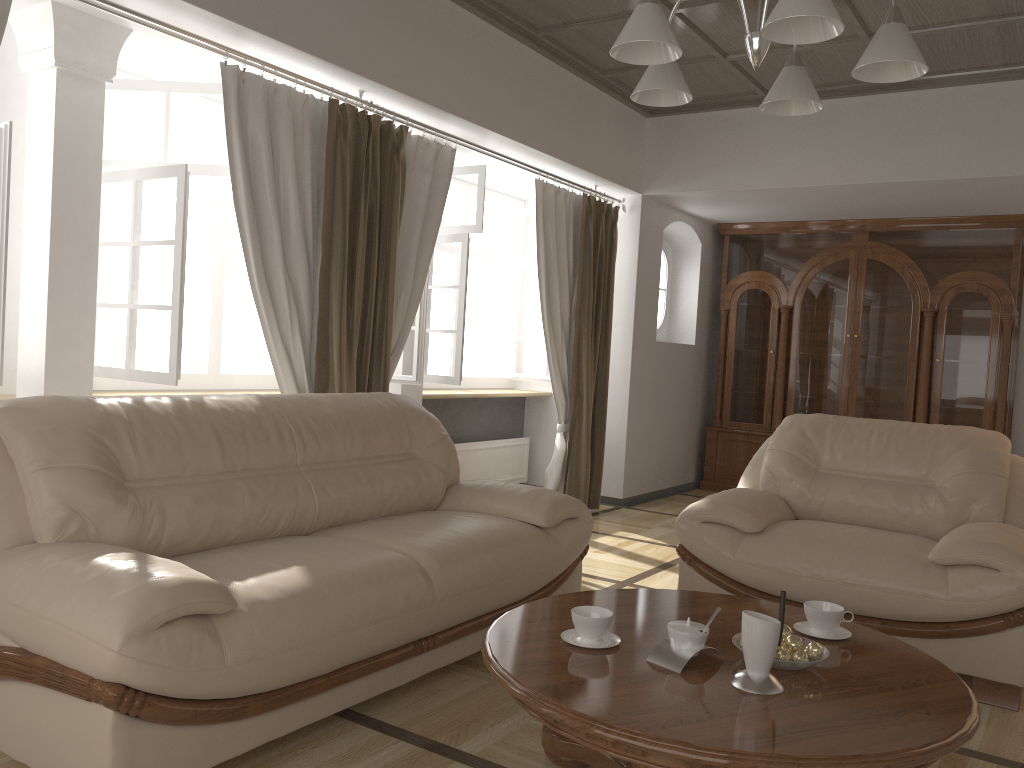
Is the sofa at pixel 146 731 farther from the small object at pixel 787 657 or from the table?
the small object at pixel 787 657

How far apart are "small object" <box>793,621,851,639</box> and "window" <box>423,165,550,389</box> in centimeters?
316cm

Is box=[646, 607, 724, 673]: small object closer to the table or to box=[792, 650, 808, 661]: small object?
the table

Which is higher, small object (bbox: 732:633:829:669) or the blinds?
the blinds

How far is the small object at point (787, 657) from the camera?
2.09m

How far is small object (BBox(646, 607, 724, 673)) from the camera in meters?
2.1 m

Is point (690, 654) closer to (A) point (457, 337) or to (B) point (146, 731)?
(B) point (146, 731)

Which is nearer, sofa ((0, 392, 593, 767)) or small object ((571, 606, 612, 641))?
sofa ((0, 392, 593, 767))

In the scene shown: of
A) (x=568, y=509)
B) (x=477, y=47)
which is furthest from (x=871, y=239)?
(x=568, y=509)

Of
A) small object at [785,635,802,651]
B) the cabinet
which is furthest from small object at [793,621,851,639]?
the cabinet
